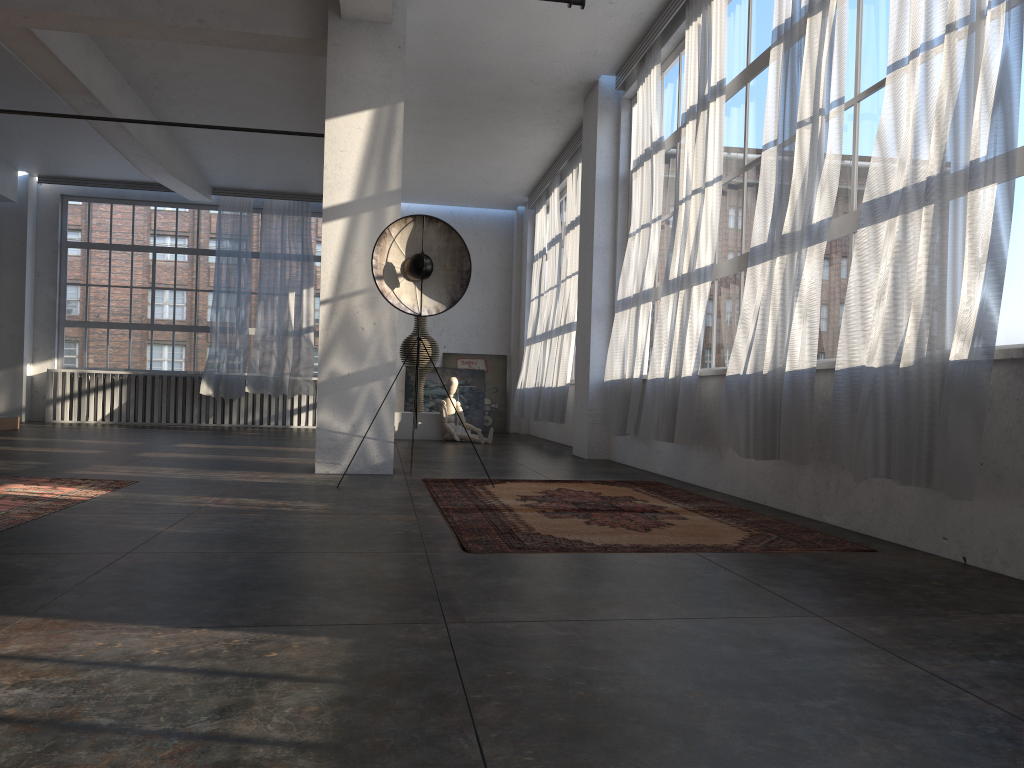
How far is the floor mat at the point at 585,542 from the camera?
3.80m

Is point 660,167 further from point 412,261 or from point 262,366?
point 262,366

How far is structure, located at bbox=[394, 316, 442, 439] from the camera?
12.3 meters

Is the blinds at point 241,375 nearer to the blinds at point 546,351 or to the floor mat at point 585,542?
the blinds at point 546,351

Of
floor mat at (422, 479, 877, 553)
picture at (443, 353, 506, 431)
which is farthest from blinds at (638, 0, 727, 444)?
picture at (443, 353, 506, 431)

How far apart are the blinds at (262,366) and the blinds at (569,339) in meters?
4.6

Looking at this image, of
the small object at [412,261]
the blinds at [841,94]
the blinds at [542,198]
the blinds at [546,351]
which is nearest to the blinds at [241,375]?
the blinds at [542,198]

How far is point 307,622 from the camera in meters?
Answer: 2.4

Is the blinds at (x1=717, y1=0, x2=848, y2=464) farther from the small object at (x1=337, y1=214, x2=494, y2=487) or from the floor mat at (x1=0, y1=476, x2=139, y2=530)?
the floor mat at (x1=0, y1=476, x2=139, y2=530)

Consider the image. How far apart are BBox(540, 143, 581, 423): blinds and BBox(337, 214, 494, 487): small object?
4.6m
